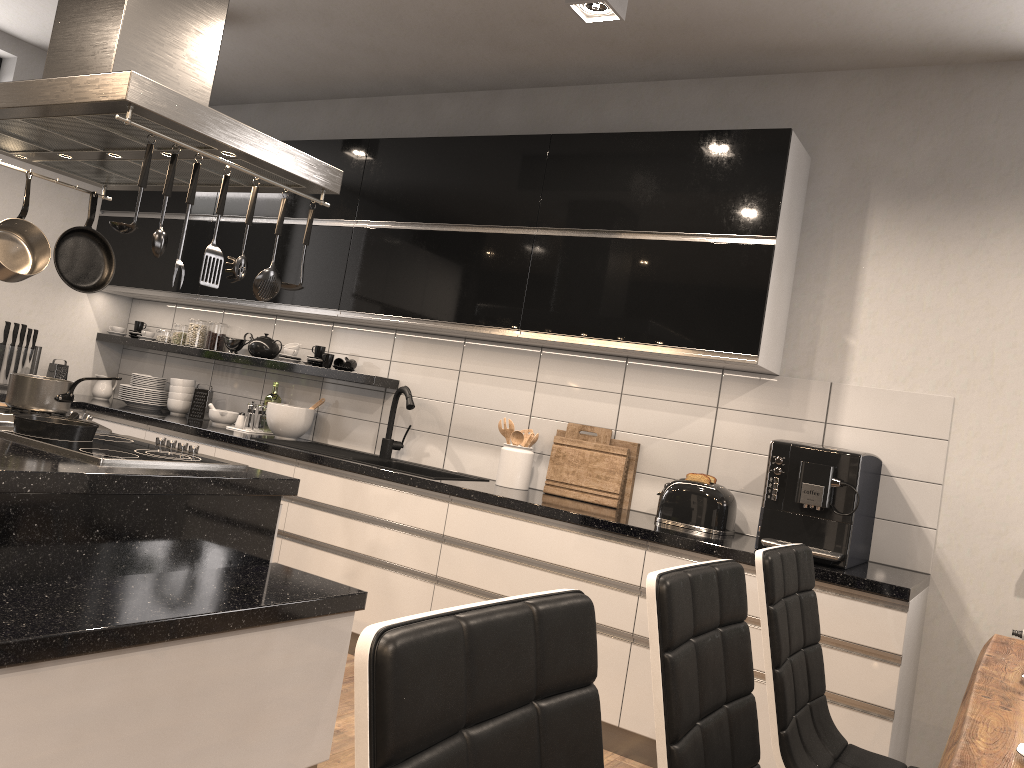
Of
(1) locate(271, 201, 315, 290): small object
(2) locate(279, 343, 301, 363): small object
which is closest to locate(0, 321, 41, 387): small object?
(2) locate(279, 343, 301, 363): small object

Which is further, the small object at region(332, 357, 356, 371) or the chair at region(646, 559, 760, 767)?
the small object at region(332, 357, 356, 371)

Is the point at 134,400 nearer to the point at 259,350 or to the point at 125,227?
the point at 259,350

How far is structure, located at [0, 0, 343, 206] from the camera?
2.2 meters

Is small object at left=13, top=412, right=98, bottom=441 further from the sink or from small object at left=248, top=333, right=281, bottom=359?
small object at left=248, top=333, right=281, bottom=359

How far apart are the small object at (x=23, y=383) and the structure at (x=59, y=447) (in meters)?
0.24

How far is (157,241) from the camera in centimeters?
223cm

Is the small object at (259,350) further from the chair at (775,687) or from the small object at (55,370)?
the chair at (775,687)

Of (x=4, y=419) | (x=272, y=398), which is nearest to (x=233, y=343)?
(x=272, y=398)

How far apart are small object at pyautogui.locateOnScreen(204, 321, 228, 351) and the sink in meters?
1.1 m
